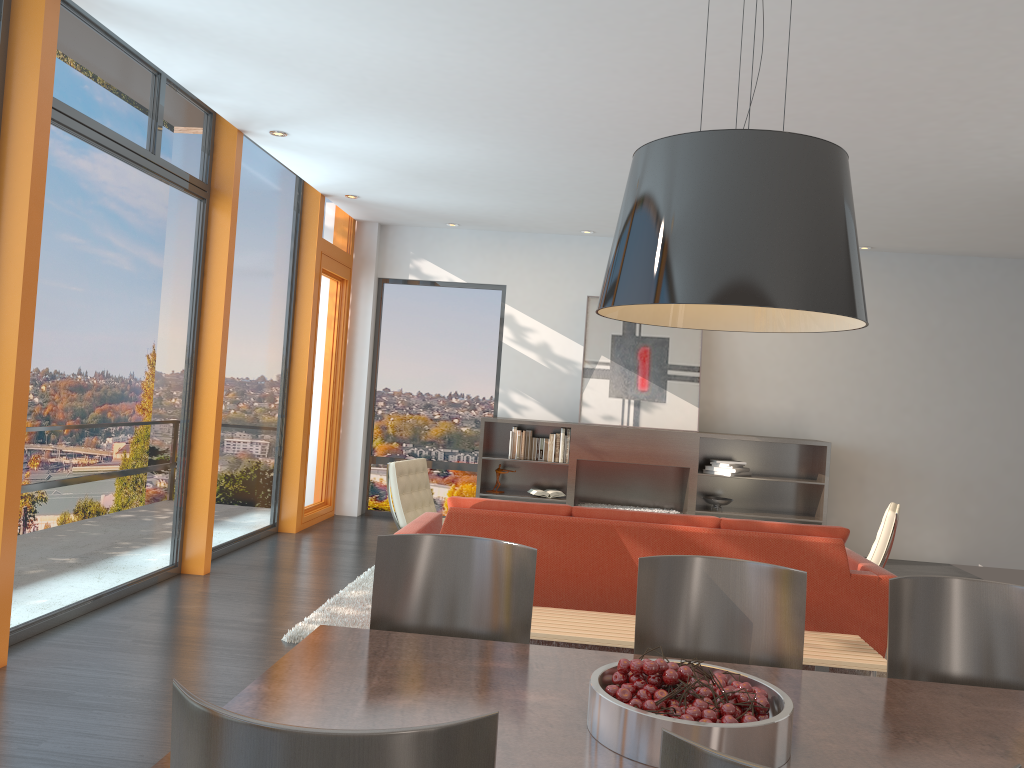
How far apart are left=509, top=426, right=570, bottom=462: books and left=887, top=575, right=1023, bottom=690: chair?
6.2m

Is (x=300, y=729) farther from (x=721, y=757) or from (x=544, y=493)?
(x=544, y=493)

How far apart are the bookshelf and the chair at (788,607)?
6.03m

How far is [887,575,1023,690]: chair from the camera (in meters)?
2.51

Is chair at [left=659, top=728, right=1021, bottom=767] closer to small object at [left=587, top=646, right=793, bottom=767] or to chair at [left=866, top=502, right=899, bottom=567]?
small object at [left=587, top=646, right=793, bottom=767]

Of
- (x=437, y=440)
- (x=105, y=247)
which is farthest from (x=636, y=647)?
(x=437, y=440)

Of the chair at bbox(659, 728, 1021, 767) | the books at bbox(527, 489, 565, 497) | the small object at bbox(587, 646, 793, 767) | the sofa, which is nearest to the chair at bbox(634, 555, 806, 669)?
the small object at bbox(587, 646, 793, 767)

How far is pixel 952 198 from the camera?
6.80m

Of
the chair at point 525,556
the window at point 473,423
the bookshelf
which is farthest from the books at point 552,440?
the chair at point 525,556

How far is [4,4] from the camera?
4.0 meters
